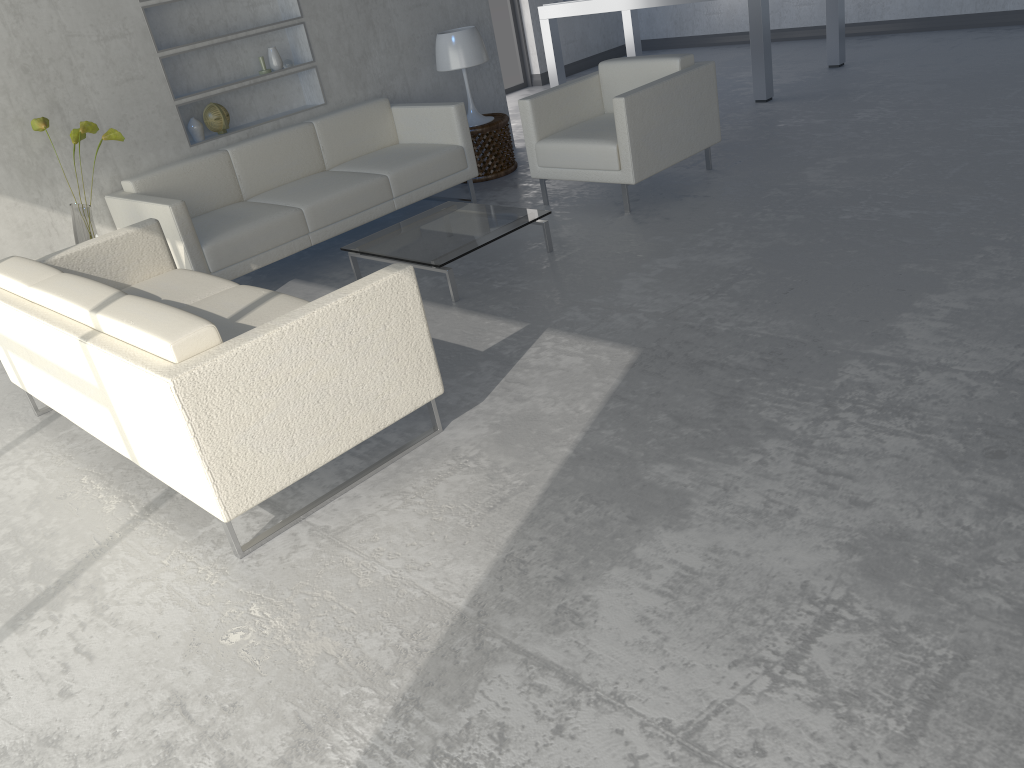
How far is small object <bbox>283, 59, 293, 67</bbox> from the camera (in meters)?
5.26

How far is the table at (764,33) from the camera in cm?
615

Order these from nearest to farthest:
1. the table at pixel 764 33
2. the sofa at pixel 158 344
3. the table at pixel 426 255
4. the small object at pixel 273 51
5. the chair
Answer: the sofa at pixel 158 344, the table at pixel 426 255, the chair, the small object at pixel 273 51, the table at pixel 764 33

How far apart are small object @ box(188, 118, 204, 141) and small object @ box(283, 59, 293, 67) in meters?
0.7 m

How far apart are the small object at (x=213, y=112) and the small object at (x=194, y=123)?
0.1m

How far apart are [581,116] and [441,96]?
1.4m

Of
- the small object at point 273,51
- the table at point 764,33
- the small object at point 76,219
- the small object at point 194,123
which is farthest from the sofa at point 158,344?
the table at point 764,33

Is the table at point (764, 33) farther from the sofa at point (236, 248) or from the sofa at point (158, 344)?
the sofa at point (158, 344)

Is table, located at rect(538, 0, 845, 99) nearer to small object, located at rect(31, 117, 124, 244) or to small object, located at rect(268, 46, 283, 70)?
small object, located at rect(268, 46, 283, 70)

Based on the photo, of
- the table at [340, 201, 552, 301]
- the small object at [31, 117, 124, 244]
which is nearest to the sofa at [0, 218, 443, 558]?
the small object at [31, 117, 124, 244]
